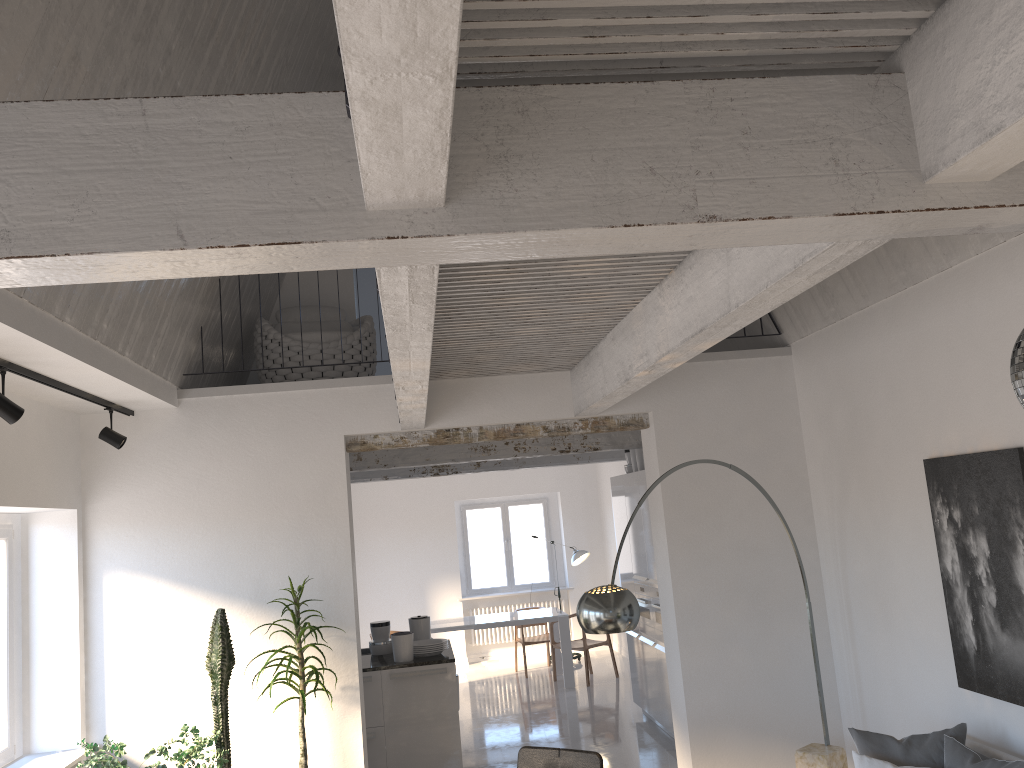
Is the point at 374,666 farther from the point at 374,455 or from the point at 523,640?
the point at 523,640

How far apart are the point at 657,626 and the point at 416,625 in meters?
2.1 m

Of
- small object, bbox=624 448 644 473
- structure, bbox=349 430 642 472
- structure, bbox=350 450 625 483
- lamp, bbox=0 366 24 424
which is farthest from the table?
lamp, bbox=0 366 24 424

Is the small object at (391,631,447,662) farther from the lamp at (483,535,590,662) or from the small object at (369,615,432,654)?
the lamp at (483,535,590,662)

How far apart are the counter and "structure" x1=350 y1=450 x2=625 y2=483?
2.8 meters

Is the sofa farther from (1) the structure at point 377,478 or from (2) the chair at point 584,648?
(2) the chair at point 584,648

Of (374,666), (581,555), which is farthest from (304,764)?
(581,555)

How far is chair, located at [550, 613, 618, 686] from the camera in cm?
1063

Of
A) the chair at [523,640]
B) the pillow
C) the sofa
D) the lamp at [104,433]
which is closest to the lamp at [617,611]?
the pillow

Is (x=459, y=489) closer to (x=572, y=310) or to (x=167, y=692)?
(x=167, y=692)
